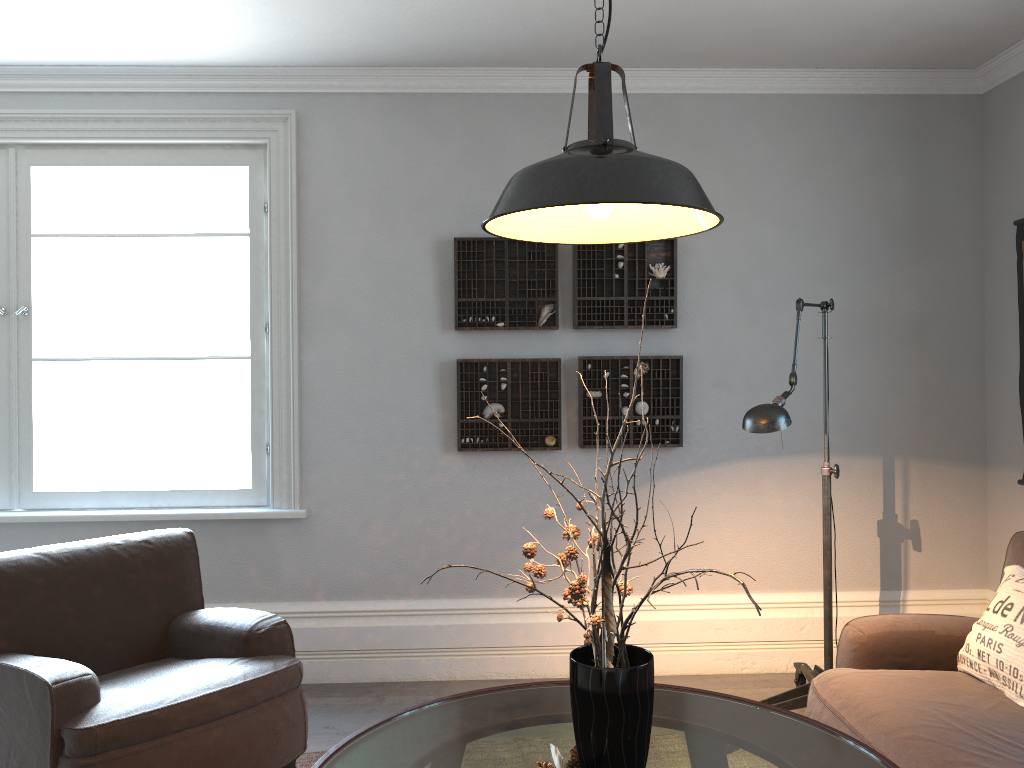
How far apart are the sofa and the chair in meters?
1.6

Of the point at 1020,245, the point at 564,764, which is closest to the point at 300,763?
the point at 564,764

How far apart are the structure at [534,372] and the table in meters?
1.6

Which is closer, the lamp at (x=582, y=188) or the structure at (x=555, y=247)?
the lamp at (x=582, y=188)

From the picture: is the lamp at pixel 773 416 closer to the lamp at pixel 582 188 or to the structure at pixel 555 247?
the lamp at pixel 582 188

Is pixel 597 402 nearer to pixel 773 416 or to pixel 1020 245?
pixel 773 416

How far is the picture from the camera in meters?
3.8

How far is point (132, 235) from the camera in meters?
4.0 m

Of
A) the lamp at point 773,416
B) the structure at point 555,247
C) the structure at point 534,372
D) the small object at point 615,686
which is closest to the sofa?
the lamp at point 773,416

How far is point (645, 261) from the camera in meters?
4.0
